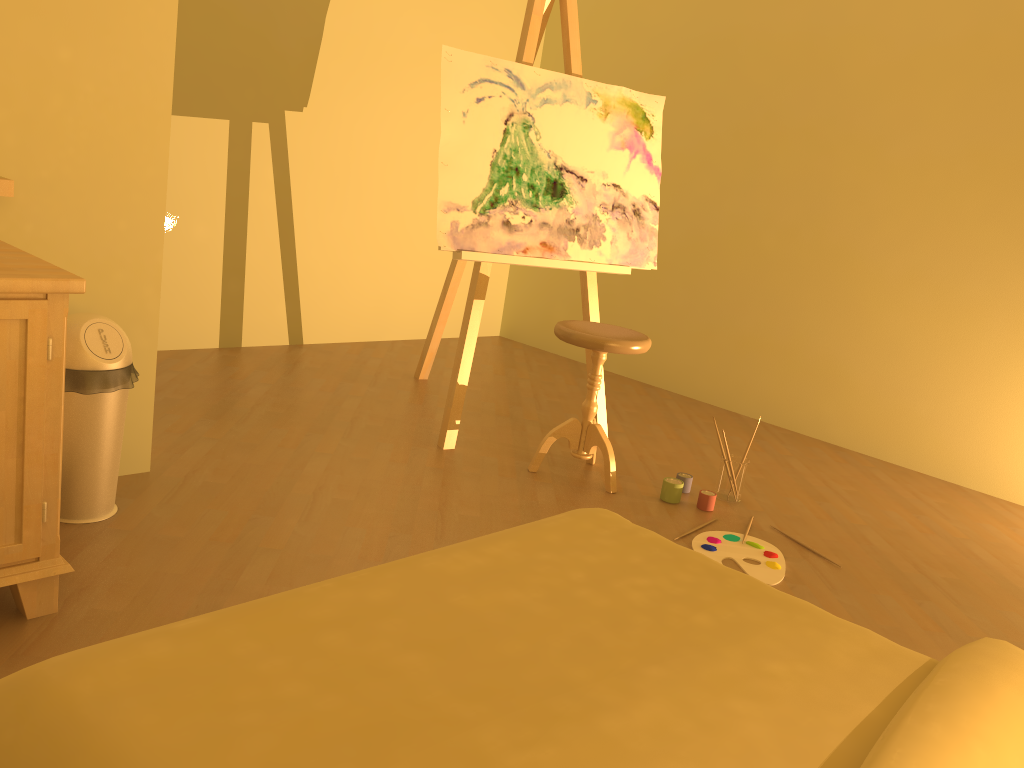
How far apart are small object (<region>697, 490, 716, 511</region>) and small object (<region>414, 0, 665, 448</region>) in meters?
0.7

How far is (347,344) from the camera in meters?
4.8 m

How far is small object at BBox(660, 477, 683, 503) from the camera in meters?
3.1 m

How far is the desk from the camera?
1.7m

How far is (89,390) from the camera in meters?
2.2

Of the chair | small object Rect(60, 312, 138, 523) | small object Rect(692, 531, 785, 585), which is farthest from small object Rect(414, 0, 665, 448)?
small object Rect(60, 312, 138, 523)

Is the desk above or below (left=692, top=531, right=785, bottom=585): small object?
above

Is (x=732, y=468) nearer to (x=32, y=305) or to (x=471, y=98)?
(x=471, y=98)

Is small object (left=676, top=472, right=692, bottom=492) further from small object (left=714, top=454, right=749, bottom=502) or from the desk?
the desk

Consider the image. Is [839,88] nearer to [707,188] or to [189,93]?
[707,188]
